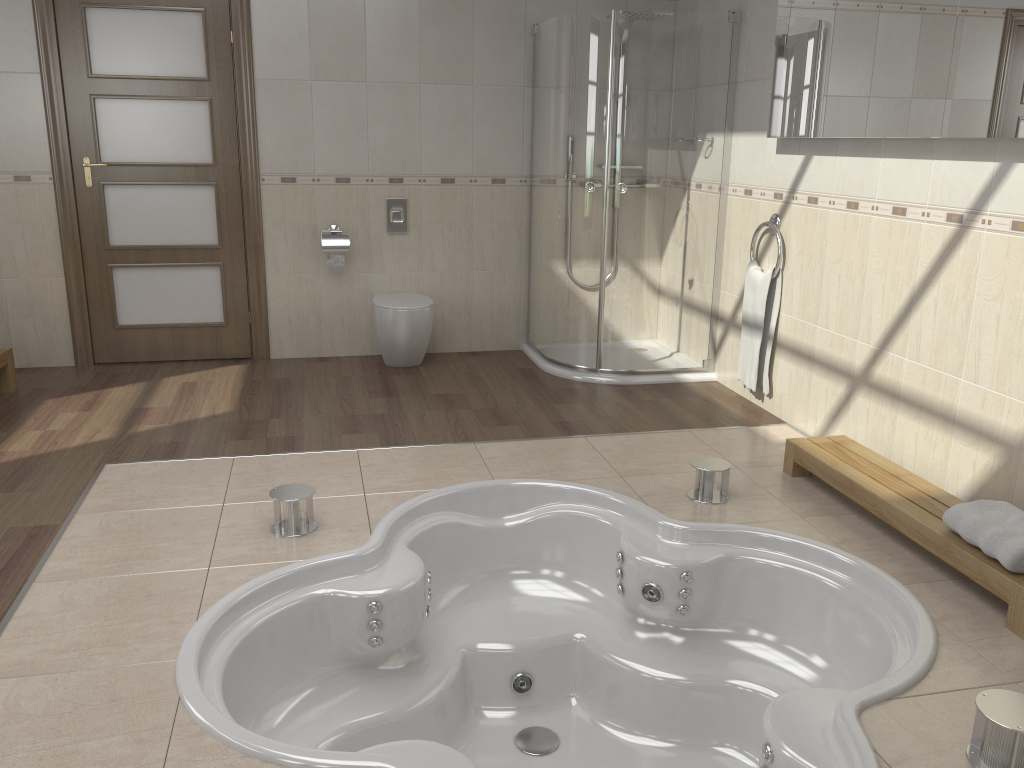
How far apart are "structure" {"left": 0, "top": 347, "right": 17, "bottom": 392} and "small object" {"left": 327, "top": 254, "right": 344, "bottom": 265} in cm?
169

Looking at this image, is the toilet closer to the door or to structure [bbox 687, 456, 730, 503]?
the door

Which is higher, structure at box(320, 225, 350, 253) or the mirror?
the mirror

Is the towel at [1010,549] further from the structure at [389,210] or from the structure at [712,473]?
the structure at [389,210]

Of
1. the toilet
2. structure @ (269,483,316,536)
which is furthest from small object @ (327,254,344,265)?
structure @ (269,483,316,536)

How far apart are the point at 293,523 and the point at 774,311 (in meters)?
2.50

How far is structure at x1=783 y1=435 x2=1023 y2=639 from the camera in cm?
247

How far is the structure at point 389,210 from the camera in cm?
517

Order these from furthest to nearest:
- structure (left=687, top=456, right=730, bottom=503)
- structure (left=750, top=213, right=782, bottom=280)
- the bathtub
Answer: structure (left=750, top=213, right=782, bottom=280)
structure (left=687, top=456, right=730, bottom=503)
the bathtub

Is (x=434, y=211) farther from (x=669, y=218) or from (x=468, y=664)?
(x=468, y=664)
